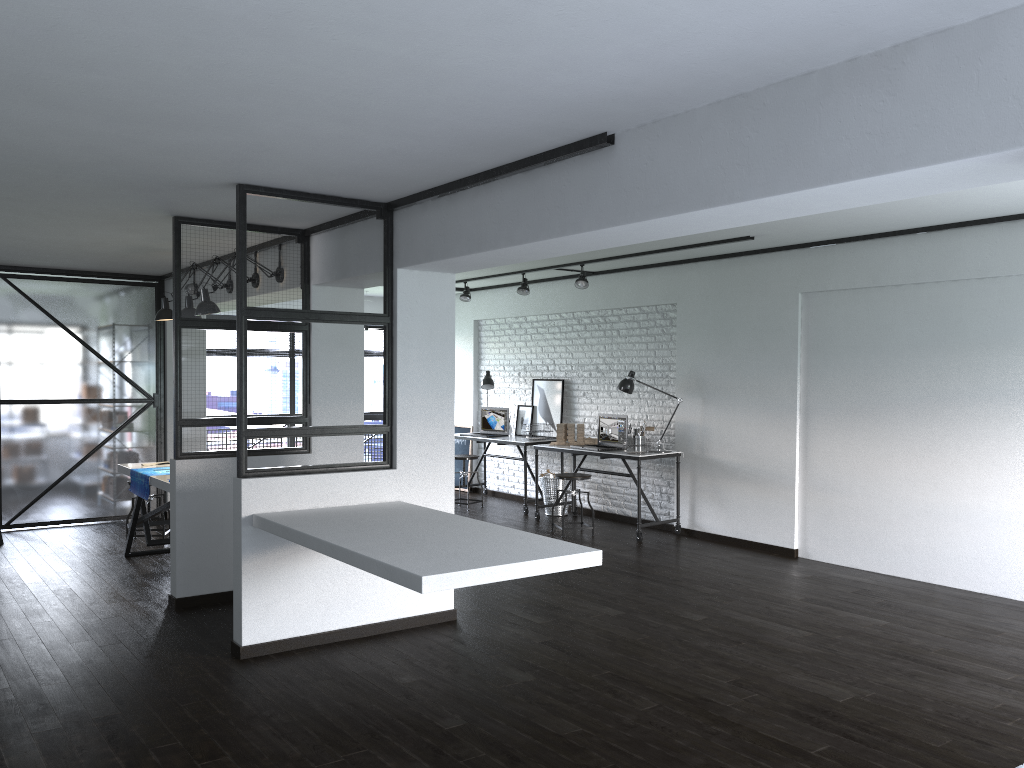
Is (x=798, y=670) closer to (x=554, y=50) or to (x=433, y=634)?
(x=433, y=634)

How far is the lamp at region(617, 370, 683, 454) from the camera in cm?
784

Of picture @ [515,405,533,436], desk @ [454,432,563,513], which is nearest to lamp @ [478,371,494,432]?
picture @ [515,405,533,436]

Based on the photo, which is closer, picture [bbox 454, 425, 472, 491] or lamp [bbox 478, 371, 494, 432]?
lamp [bbox 478, 371, 494, 432]

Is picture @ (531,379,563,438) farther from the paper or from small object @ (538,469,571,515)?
the paper

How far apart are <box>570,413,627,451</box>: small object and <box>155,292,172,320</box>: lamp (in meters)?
3.69

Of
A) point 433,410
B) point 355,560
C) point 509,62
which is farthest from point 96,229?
point 509,62

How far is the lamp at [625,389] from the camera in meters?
7.8 m

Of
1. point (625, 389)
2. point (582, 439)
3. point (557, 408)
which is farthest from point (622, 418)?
point (557, 408)

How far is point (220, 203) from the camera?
4.8 meters
